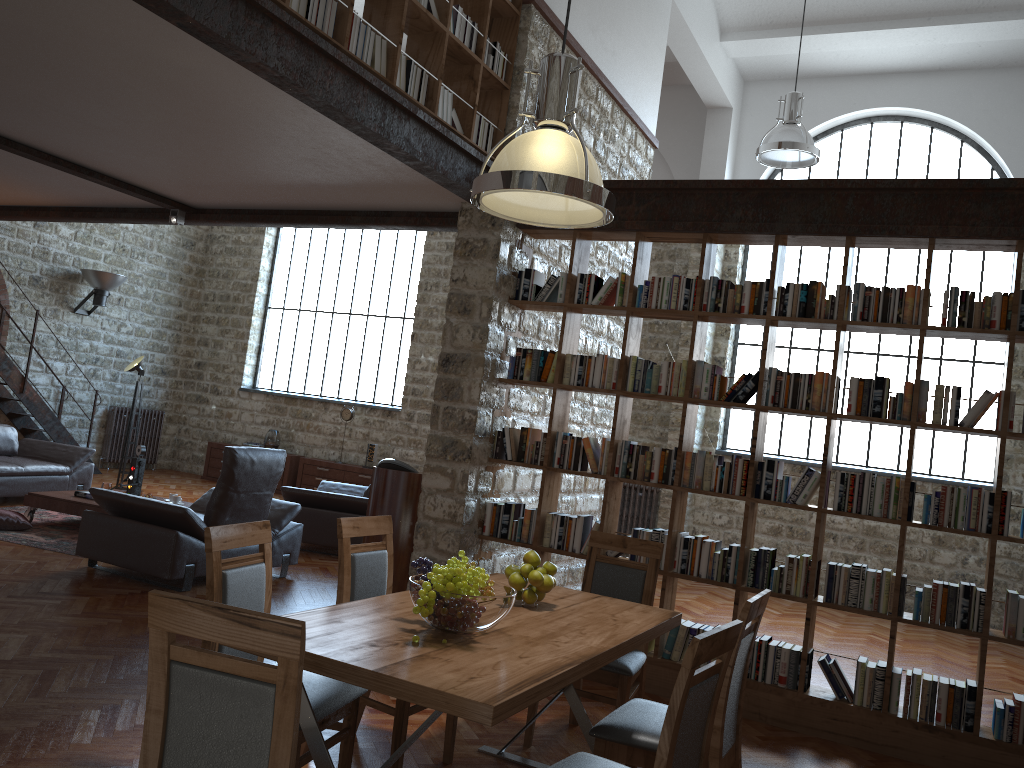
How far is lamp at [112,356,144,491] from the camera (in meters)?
11.14

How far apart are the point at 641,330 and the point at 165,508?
3.6 meters

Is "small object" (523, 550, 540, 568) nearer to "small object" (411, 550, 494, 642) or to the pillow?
"small object" (411, 550, 494, 642)

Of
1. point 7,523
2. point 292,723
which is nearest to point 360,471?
point 7,523

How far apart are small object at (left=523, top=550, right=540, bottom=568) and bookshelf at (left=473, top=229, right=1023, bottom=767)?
2.0m

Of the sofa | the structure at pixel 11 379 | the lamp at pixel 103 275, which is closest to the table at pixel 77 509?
the sofa

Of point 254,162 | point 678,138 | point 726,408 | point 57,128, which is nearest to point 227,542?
point 254,162

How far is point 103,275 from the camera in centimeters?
1285cm

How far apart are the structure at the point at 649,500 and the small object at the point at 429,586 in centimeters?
843cm

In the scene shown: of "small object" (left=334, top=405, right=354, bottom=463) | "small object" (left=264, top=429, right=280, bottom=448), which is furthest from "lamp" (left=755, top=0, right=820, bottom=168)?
"small object" (left=264, top=429, right=280, bottom=448)
